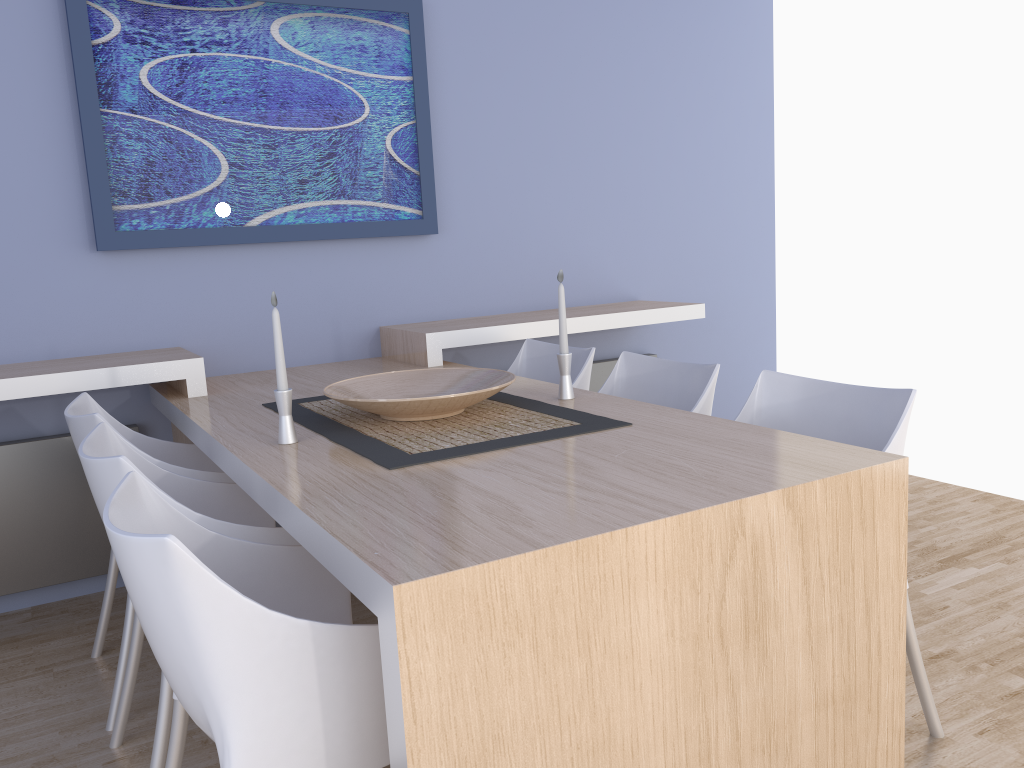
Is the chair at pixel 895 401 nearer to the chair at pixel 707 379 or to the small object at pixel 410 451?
the chair at pixel 707 379

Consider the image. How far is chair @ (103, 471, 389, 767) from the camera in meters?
1.2 m

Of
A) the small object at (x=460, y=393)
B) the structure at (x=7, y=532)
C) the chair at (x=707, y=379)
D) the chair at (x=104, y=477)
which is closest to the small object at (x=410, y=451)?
the small object at (x=460, y=393)

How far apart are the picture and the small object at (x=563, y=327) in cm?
131

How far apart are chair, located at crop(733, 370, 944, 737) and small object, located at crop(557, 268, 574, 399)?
0.4m

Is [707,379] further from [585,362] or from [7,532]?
[7,532]

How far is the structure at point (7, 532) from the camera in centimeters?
292cm

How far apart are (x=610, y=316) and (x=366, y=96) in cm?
127

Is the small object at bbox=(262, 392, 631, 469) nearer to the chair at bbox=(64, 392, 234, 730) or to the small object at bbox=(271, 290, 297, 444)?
the small object at bbox=(271, 290, 297, 444)

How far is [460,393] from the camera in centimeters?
207cm
